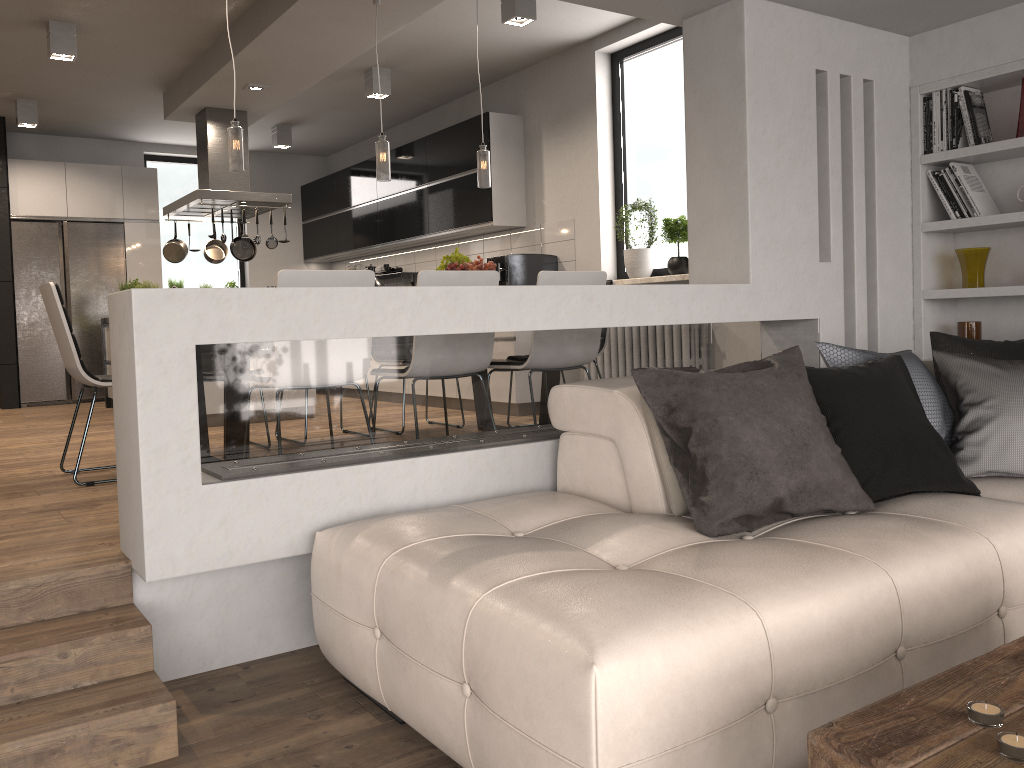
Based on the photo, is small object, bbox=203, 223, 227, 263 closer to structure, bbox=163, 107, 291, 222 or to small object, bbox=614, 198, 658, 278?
structure, bbox=163, 107, 291, 222

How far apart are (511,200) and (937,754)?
6.34m

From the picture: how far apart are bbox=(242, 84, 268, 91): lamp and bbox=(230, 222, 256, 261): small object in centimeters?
177cm

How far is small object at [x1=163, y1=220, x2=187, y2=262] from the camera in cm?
769

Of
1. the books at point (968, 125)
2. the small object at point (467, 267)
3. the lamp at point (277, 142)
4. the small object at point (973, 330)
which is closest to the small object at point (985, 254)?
the small object at point (973, 330)

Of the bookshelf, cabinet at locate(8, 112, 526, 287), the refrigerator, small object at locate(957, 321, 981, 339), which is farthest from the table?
the refrigerator

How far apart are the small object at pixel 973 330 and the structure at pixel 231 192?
5.1m

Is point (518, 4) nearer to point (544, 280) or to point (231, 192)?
point (544, 280)

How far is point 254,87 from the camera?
6.65m

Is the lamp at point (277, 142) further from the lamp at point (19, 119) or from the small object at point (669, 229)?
the small object at point (669, 229)
